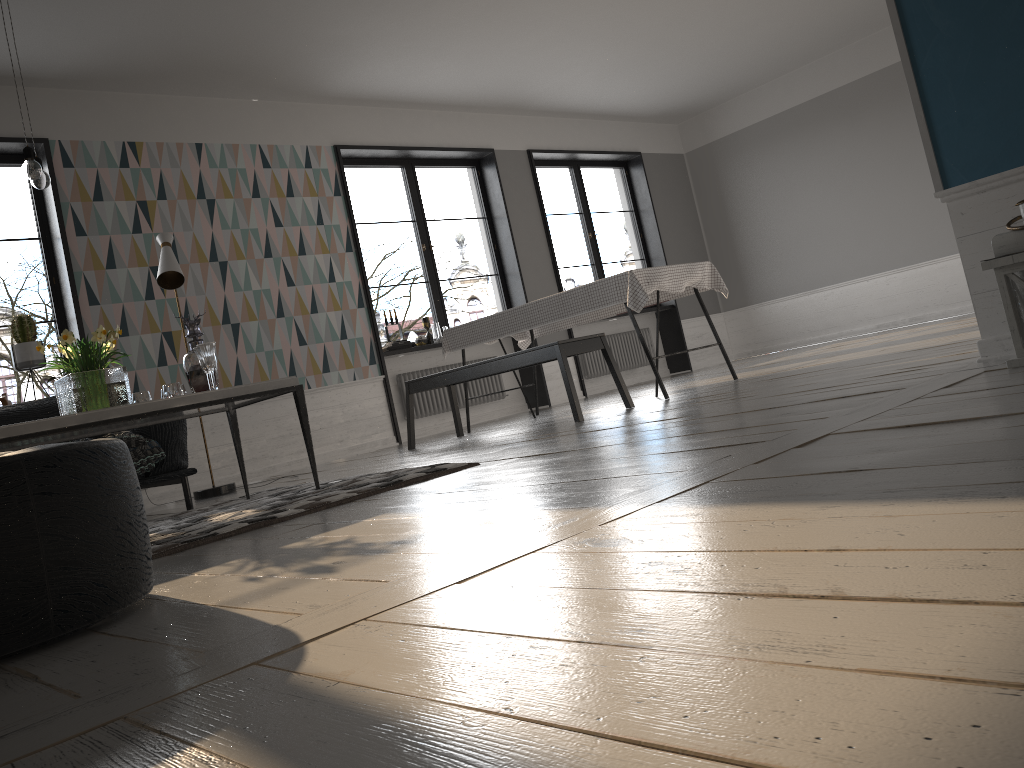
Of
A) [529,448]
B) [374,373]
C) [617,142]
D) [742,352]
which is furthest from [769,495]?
[742,352]

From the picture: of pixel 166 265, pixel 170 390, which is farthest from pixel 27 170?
pixel 166 265

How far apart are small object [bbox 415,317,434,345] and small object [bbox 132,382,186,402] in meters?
4.1 m

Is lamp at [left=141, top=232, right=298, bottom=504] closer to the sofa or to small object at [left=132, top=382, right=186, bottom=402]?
the sofa

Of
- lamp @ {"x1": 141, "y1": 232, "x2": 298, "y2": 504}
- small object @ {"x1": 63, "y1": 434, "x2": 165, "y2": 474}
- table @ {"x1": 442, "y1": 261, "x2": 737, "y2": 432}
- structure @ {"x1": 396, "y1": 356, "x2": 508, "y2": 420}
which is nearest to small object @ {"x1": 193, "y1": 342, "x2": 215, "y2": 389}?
small object @ {"x1": 63, "y1": 434, "x2": 165, "y2": 474}

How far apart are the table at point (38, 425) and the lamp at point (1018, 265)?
2.6m

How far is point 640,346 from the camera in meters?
10.1

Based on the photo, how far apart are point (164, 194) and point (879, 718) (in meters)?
6.74

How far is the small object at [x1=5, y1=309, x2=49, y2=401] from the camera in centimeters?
570cm

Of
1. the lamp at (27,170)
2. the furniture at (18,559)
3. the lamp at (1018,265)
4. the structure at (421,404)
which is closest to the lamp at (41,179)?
the lamp at (27,170)
